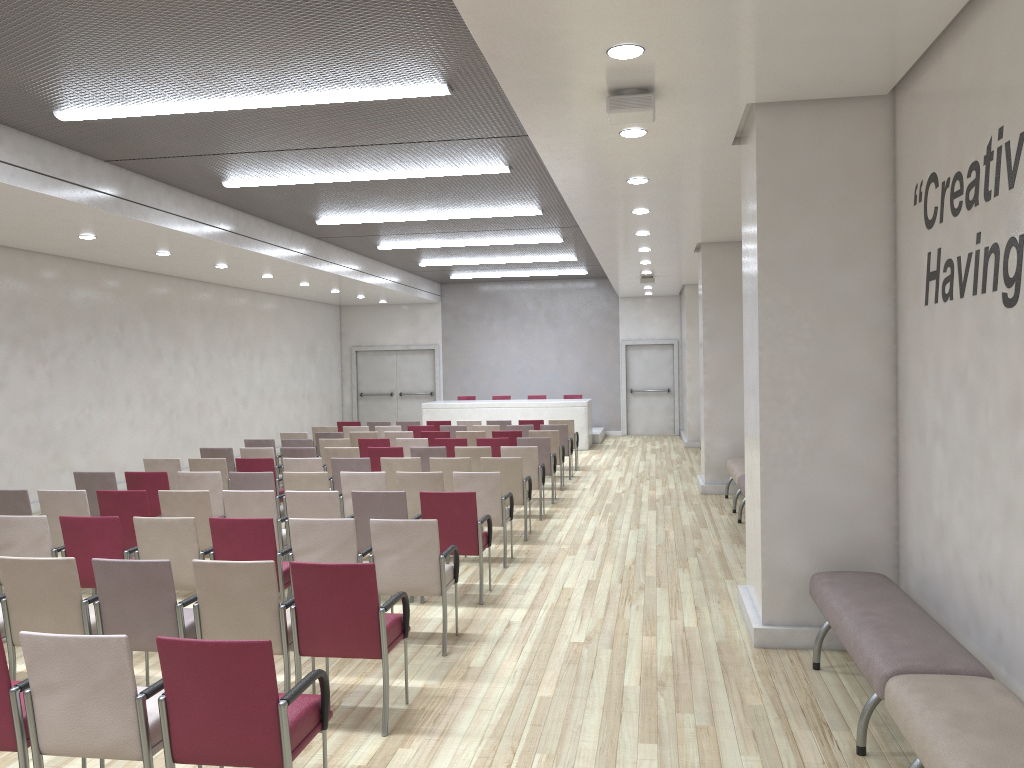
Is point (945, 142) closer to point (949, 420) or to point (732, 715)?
point (949, 420)

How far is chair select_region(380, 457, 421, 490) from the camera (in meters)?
9.46

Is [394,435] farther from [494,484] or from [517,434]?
[494,484]

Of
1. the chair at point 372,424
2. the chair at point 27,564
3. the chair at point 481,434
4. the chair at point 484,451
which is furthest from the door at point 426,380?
the chair at point 27,564

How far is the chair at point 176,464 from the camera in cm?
989

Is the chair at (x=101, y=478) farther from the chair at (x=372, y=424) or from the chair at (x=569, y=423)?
the chair at (x=569, y=423)

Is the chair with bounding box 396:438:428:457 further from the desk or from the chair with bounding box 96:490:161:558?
the desk

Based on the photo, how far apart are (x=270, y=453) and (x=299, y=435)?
2.5m

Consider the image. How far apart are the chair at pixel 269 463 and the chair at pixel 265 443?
2.56m

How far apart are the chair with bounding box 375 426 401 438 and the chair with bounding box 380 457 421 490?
5.1m
